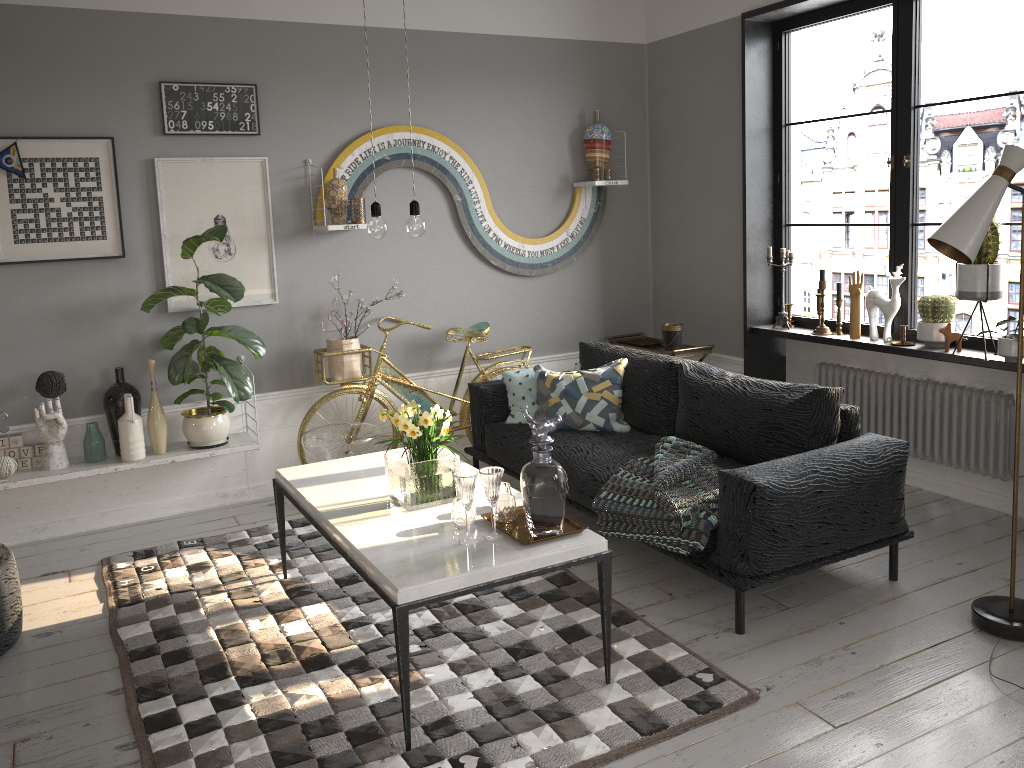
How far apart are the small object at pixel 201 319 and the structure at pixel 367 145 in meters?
0.6 m

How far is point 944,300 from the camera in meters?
4.3 m

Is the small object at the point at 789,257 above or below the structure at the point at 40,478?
above

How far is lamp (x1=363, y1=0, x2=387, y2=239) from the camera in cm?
312

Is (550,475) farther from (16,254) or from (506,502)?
(16,254)

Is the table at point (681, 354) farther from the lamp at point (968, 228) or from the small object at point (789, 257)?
the lamp at point (968, 228)

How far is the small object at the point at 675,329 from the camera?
5.4 meters

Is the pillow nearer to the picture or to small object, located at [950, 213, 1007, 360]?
the picture

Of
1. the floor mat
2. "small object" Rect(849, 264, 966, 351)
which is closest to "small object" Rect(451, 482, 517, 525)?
the floor mat

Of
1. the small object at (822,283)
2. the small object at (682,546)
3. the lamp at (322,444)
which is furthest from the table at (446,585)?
the small object at (822,283)
